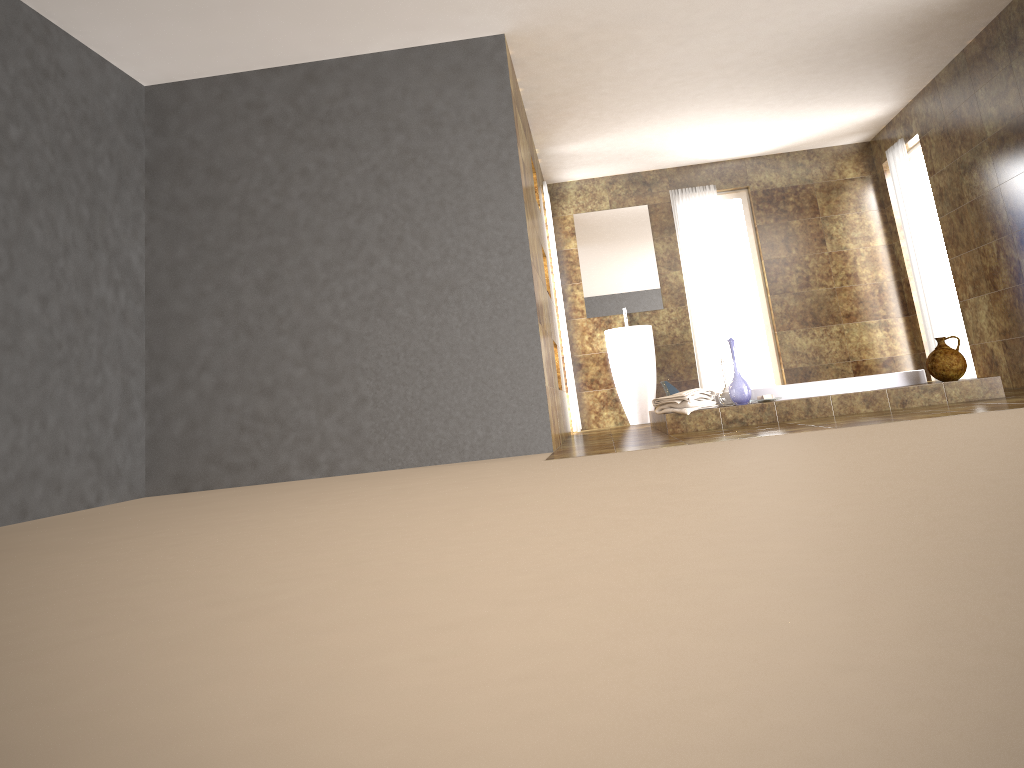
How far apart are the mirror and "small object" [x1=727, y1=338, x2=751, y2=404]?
3.2m

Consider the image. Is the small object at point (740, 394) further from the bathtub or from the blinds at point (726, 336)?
the blinds at point (726, 336)

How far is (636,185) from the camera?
8.7 meters

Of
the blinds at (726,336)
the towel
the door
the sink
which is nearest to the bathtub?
the towel

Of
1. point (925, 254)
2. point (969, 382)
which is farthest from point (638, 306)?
point (969, 382)

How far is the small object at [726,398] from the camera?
5.6 meters

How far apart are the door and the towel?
3.8 meters

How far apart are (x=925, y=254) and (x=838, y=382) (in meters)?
2.83

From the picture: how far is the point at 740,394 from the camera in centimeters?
544cm

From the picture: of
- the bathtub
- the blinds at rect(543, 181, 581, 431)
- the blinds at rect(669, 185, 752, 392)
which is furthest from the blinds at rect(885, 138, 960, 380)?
the blinds at rect(543, 181, 581, 431)
